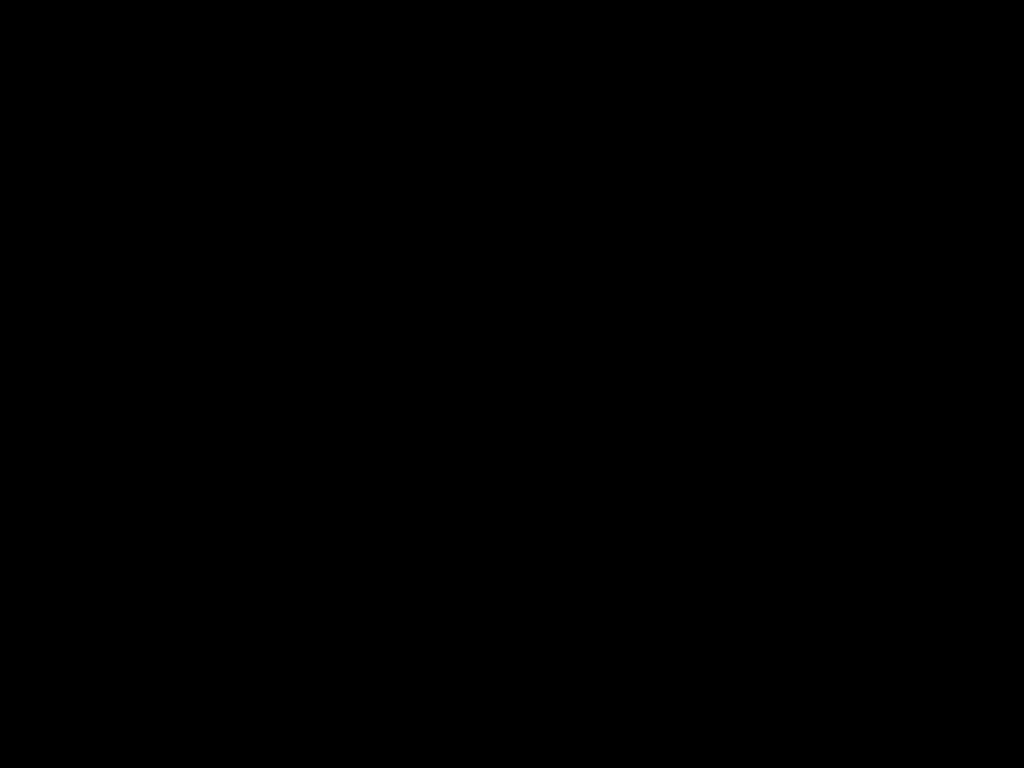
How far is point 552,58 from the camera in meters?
0.5 m

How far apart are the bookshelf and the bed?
0.0m

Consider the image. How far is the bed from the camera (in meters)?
0.48

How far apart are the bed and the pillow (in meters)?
0.01

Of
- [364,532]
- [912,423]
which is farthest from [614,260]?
[364,532]

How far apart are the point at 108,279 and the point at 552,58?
1.0m

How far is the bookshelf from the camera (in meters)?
1.20

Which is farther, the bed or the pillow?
the pillow

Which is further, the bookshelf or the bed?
the bookshelf
